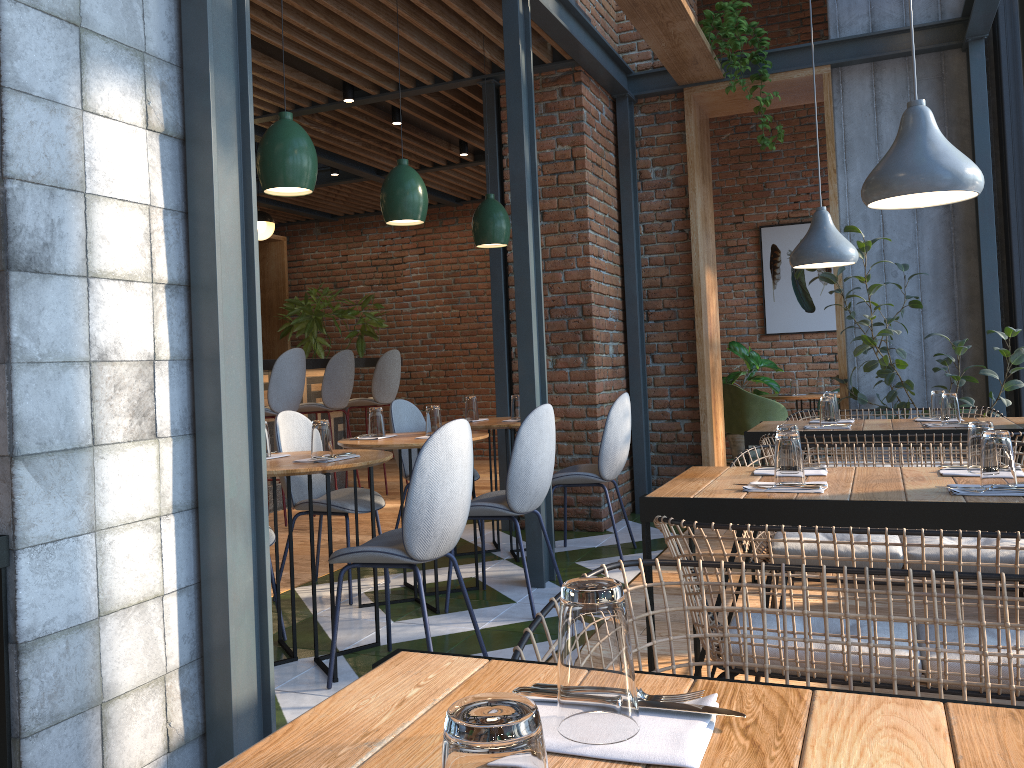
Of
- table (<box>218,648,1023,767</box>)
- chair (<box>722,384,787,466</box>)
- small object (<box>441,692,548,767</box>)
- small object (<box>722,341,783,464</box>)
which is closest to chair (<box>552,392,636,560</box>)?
chair (<box>722,384,787,466</box>)

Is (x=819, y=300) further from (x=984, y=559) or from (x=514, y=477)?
(x=984, y=559)

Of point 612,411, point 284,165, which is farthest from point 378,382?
point 284,165

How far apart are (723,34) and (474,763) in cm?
552

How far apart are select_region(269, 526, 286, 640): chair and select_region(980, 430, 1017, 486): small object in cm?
251

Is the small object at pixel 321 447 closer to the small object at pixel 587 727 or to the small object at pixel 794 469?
the small object at pixel 794 469

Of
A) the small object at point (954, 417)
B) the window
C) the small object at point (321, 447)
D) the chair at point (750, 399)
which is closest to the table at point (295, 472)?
the small object at point (321, 447)

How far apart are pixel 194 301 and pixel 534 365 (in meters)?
2.19

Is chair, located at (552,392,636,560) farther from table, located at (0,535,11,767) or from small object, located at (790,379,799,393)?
small object, located at (790,379,799,393)

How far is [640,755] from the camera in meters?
0.8
